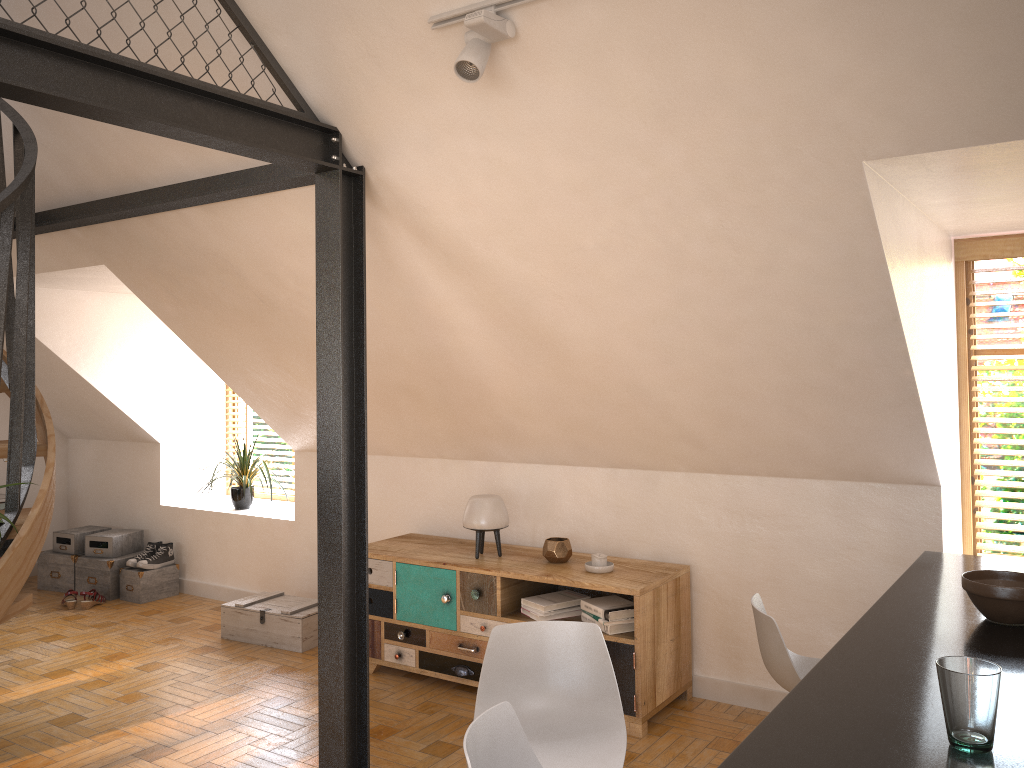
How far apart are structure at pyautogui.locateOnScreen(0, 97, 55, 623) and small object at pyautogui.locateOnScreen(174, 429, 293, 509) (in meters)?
2.59

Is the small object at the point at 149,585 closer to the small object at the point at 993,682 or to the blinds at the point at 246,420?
the blinds at the point at 246,420

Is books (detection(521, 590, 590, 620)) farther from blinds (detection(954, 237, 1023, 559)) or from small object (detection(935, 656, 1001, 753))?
small object (detection(935, 656, 1001, 753))

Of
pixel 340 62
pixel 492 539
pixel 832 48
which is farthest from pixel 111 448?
pixel 832 48

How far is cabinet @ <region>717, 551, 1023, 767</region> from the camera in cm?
154

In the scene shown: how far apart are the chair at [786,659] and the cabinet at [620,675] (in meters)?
1.04

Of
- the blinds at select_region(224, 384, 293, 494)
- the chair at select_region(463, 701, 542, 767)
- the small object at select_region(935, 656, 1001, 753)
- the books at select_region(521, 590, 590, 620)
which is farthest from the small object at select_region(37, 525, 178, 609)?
the small object at select_region(935, 656, 1001, 753)

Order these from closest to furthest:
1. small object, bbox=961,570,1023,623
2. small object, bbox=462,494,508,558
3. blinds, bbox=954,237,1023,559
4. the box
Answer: small object, bbox=961,570,1023,623
blinds, bbox=954,237,1023,559
small object, bbox=462,494,508,558
the box

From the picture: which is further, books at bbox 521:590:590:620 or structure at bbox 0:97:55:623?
books at bbox 521:590:590:620

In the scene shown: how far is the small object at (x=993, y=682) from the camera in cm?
151
